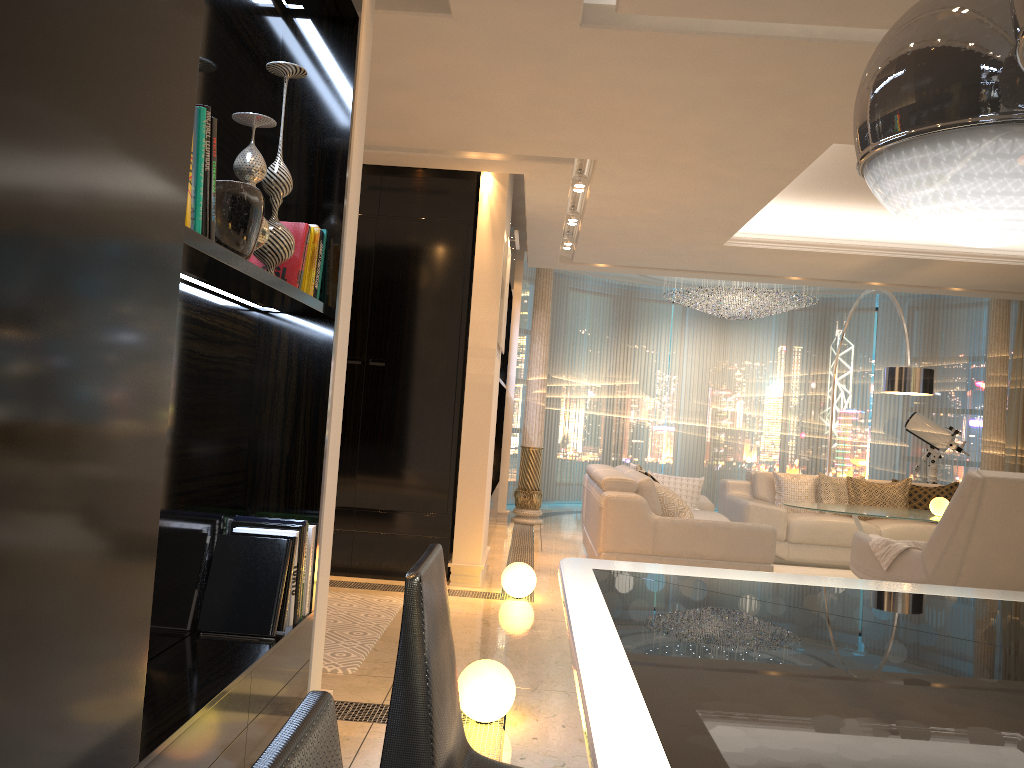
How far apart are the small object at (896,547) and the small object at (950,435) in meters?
4.7 m

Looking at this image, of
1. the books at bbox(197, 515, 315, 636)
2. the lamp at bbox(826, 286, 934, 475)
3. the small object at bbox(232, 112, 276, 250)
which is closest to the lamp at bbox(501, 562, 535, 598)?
the books at bbox(197, 515, 315, 636)

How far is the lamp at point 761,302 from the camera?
10.2m

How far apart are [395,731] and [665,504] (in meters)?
5.09

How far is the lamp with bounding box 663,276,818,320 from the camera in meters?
10.2

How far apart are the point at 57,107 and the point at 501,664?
2.5m

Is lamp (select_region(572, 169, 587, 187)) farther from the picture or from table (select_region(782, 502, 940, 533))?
table (select_region(782, 502, 940, 533))

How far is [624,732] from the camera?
0.9 meters

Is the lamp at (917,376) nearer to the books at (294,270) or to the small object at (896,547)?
the small object at (896,547)

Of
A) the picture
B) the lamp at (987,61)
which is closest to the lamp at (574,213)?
the picture
